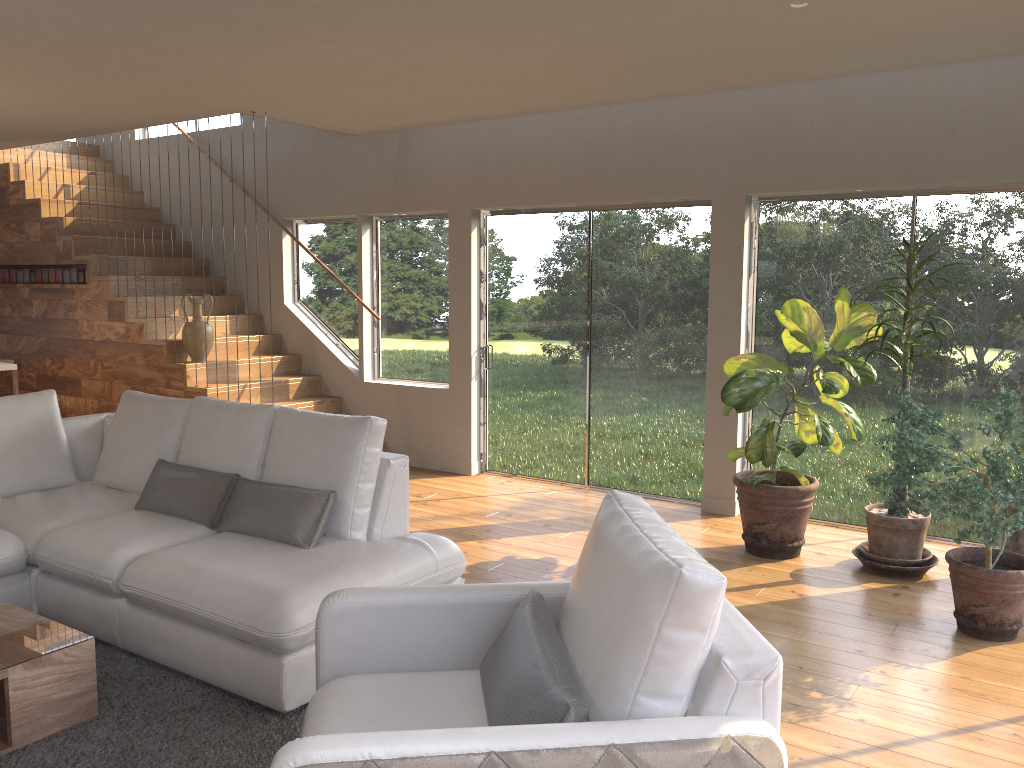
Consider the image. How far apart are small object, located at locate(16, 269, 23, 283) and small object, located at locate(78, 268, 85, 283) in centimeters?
106cm

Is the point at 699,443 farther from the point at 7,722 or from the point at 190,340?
the point at 7,722

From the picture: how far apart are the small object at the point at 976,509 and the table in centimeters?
324cm

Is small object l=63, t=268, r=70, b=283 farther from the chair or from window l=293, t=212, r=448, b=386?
the chair

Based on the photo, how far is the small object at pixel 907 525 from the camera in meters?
4.7 m

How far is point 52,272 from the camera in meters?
8.3 m

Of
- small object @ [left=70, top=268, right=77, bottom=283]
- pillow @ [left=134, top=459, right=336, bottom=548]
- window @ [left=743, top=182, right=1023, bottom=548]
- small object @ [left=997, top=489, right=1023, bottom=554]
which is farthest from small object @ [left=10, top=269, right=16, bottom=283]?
small object @ [left=997, top=489, right=1023, bottom=554]

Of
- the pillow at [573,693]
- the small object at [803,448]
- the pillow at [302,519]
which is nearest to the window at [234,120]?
the pillow at [302,519]

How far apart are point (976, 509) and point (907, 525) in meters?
1.1 m

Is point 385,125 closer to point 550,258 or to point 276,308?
point 550,258
